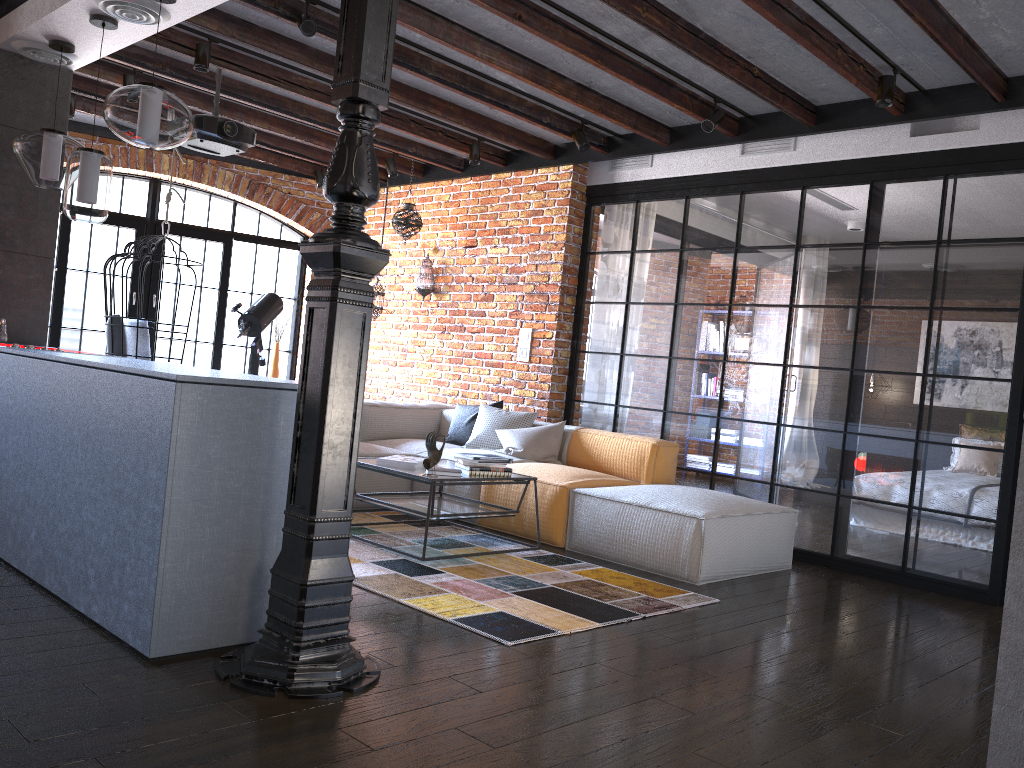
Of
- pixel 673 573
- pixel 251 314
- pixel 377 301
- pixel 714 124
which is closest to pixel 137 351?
pixel 251 314

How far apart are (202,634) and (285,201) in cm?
637

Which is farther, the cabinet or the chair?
the chair

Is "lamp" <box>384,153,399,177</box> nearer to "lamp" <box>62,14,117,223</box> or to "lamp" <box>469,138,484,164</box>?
"lamp" <box>469,138,484,164</box>

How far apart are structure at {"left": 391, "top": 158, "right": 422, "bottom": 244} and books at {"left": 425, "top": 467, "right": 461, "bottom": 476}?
3.37m

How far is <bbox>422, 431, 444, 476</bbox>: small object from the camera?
4.4 meters

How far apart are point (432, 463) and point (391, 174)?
3.75m

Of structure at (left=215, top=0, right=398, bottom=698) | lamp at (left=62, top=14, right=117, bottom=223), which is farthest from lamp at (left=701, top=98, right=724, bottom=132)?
lamp at (left=62, top=14, right=117, bottom=223)

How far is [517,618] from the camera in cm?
342

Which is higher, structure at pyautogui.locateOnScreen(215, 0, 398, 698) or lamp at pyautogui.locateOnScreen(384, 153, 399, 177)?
lamp at pyautogui.locateOnScreen(384, 153, 399, 177)
